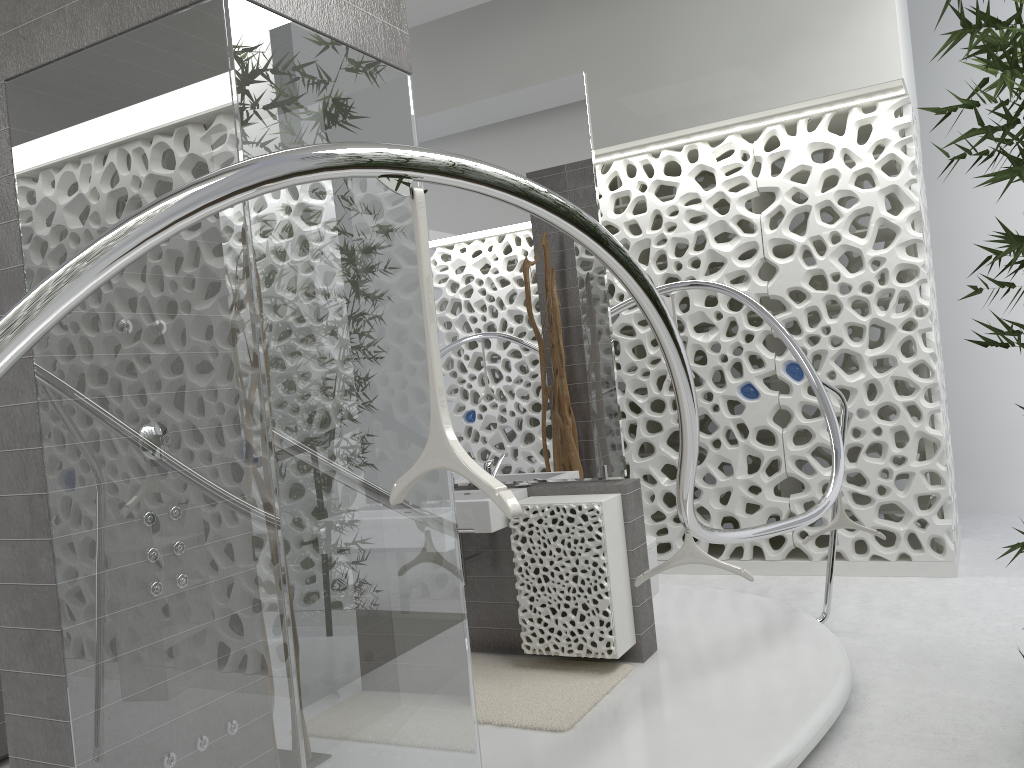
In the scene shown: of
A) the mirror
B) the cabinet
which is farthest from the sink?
the mirror

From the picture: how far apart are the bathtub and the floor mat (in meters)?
1.99

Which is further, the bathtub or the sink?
the sink

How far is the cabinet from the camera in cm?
400

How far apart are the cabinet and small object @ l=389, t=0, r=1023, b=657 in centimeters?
167cm

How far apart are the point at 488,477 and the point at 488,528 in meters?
2.7 m

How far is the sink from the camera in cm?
409

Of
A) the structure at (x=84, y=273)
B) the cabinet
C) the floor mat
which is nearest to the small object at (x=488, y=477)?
the structure at (x=84, y=273)

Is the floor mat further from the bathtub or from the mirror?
the bathtub

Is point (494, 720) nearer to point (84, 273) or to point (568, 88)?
point (84, 273)
